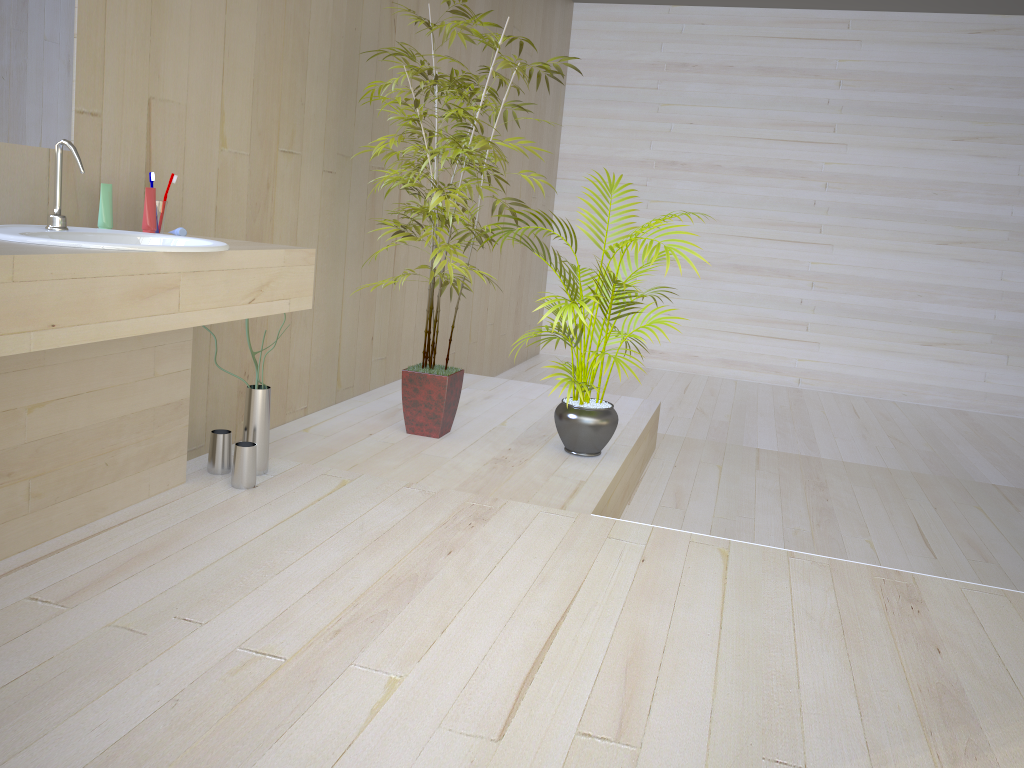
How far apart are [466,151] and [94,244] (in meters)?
1.84

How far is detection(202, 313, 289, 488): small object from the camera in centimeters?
278cm

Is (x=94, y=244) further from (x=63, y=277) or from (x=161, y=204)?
(x=161, y=204)

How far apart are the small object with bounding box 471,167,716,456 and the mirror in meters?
1.7

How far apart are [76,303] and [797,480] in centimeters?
368cm

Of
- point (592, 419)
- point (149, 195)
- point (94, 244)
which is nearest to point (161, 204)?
point (149, 195)

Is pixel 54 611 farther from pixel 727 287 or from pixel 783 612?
pixel 727 287

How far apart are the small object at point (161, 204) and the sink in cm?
25

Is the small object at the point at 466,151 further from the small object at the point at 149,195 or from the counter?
the small object at the point at 149,195

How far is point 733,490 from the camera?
4.2 meters
